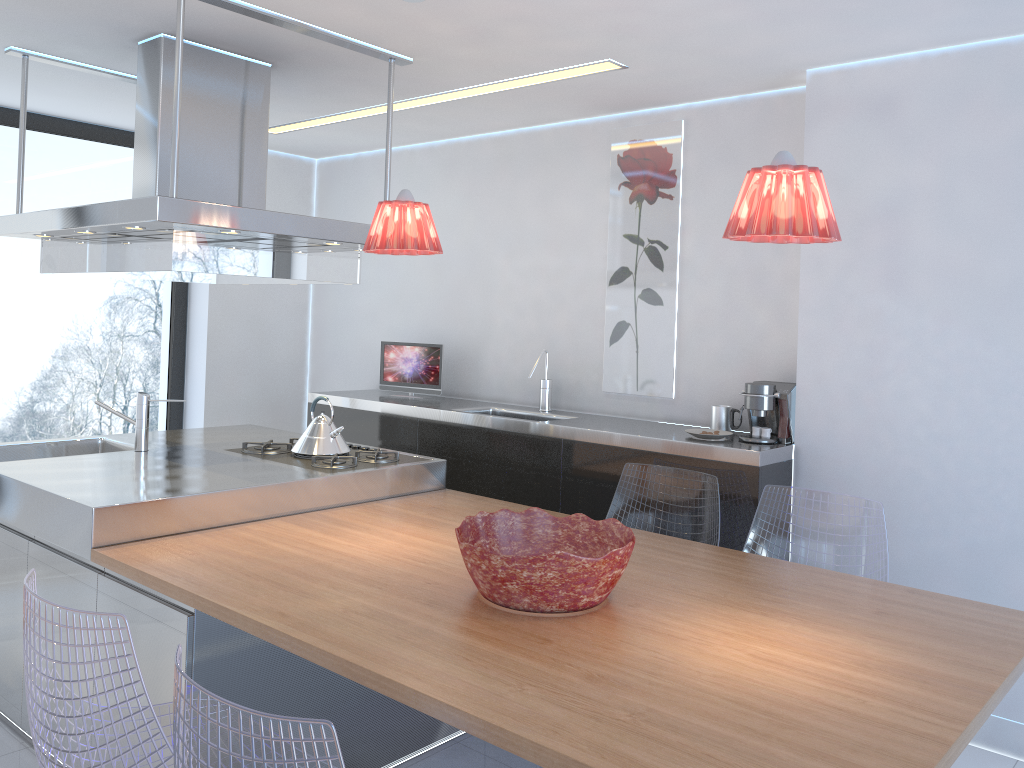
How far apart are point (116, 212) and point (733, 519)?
2.5m

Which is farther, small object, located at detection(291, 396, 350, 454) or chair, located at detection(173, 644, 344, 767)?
small object, located at detection(291, 396, 350, 454)

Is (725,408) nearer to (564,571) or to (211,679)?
(564,571)

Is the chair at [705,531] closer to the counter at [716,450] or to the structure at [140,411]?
the counter at [716,450]

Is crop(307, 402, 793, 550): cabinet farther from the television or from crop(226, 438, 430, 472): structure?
crop(226, 438, 430, 472): structure

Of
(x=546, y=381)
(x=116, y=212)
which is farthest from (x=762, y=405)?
(x=116, y=212)

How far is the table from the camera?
1.63m

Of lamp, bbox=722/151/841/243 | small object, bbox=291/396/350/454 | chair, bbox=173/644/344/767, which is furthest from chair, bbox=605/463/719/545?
chair, bbox=173/644/344/767

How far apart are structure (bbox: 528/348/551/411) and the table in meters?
1.0

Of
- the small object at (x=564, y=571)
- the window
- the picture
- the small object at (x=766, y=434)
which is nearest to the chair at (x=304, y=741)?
the small object at (x=564, y=571)
